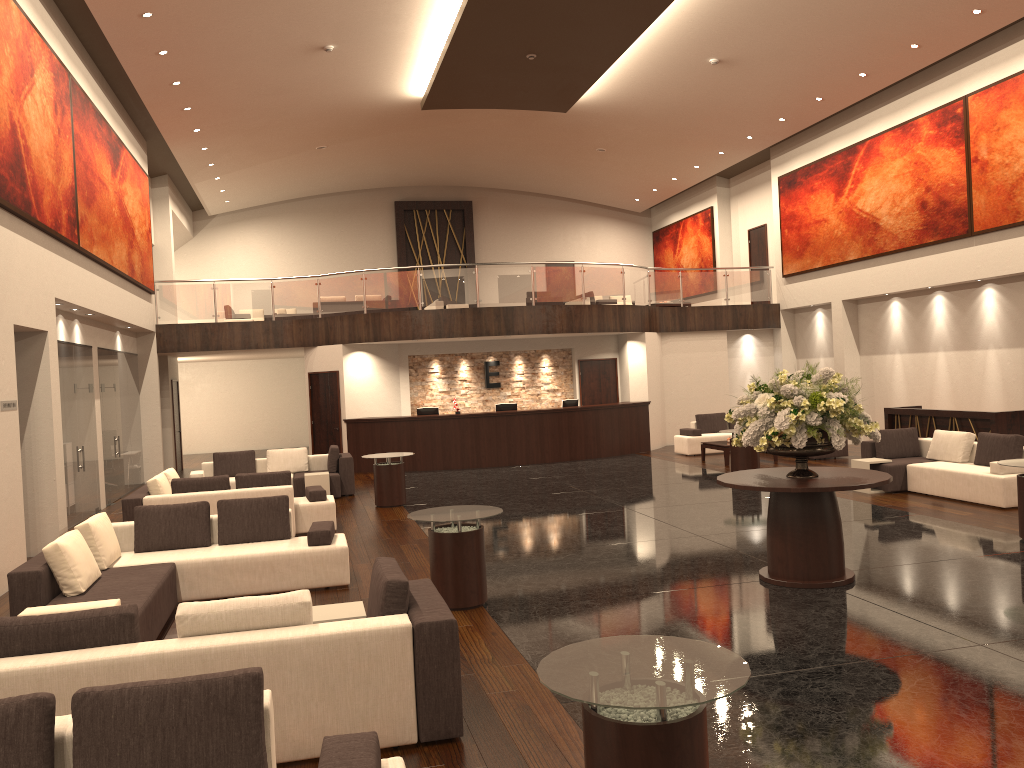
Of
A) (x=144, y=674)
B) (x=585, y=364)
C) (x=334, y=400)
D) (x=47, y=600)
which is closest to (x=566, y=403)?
(x=585, y=364)

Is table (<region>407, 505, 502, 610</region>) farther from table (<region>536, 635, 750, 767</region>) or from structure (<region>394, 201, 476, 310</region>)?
structure (<region>394, 201, 476, 310</region>)

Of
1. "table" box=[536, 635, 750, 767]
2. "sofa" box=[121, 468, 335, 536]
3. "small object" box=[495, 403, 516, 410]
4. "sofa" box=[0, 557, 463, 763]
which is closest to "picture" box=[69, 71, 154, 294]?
"sofa" box=[121, 468, 335, 536]

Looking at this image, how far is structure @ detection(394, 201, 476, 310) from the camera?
28.41m

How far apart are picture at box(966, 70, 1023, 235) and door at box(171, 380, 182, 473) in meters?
17.6

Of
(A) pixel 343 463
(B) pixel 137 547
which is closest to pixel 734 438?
(B) pixel 137 547

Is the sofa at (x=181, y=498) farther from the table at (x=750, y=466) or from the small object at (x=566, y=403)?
the small object at (x=566, y=403)

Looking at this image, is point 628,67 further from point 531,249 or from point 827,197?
point 531,249

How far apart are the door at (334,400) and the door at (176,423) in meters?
3.9

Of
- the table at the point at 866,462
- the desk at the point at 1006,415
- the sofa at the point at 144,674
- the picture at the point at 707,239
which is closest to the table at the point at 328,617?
the sofa at the point at 144,674
